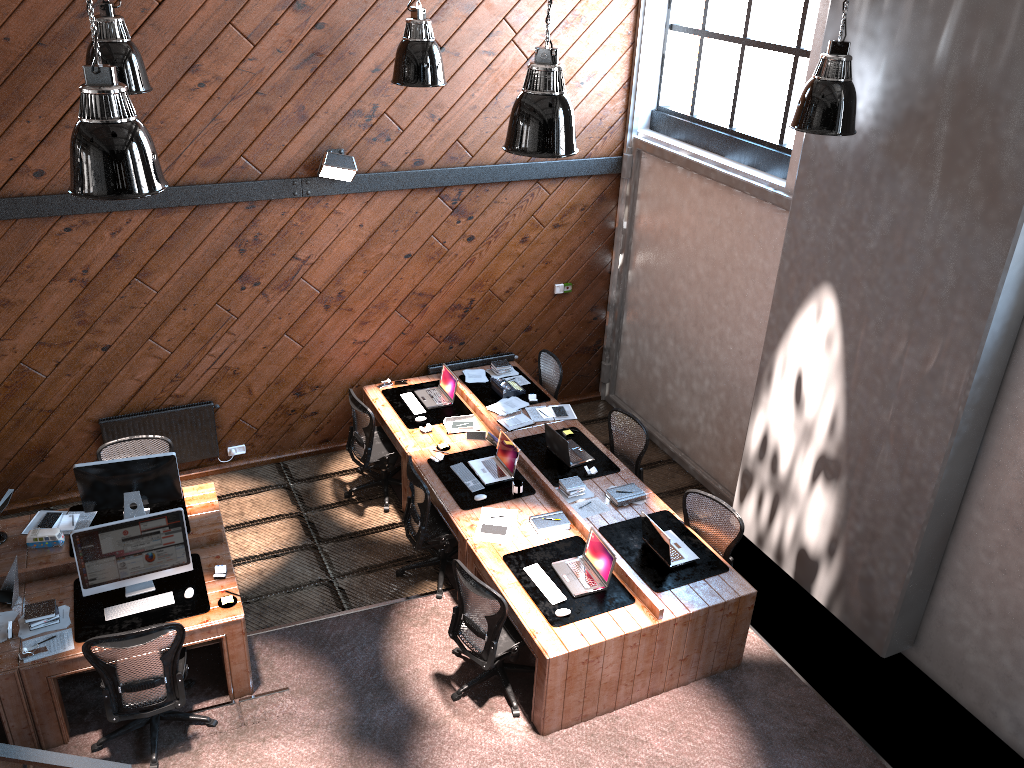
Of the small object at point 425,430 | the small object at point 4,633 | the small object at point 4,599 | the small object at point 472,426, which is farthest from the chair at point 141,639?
the small object at point 472,426

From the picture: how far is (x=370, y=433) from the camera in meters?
8.2 m

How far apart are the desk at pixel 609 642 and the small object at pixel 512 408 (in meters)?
0.17

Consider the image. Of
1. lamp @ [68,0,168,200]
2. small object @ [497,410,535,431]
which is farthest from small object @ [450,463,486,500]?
lamp @ [68,0,168,200]

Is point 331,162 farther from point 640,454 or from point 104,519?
point 640,454

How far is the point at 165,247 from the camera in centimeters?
774cm

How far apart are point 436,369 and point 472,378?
0.40m

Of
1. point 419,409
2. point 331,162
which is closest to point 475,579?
point 419,409

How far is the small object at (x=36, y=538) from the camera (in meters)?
6.54

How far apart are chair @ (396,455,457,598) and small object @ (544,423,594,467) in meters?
1.2 m
